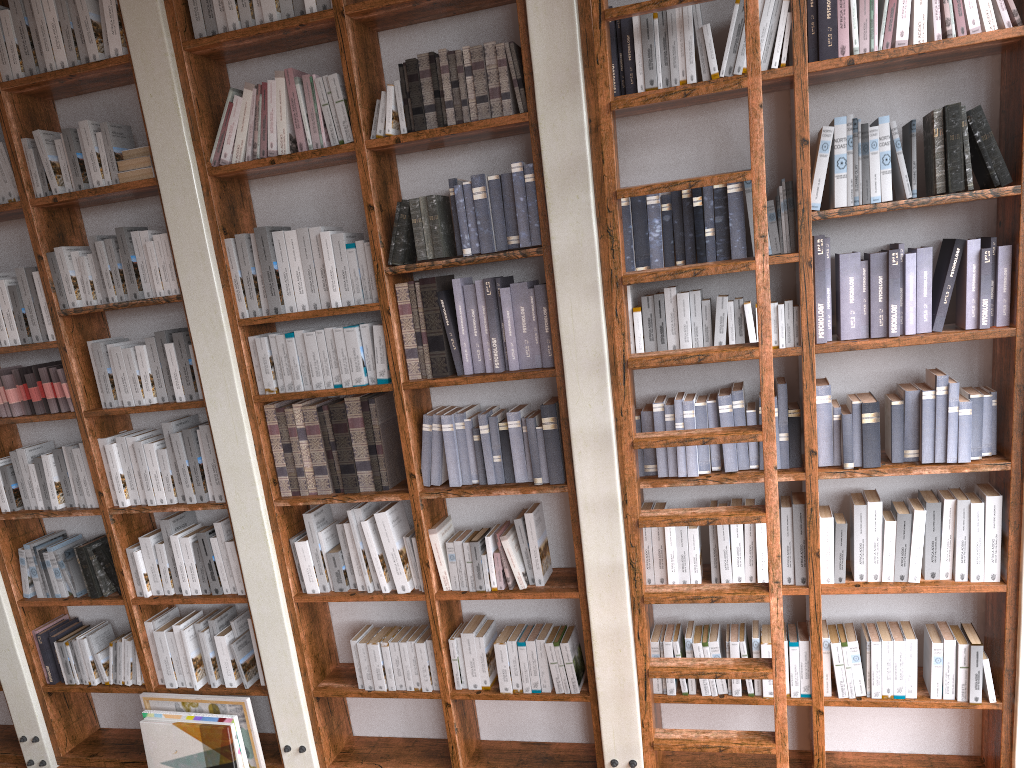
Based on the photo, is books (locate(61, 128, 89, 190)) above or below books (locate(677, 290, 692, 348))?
above

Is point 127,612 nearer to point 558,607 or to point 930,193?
point 558,607

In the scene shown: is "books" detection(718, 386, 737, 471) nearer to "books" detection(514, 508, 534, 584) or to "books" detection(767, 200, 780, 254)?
"books" detection(767, 200, 780, 254)

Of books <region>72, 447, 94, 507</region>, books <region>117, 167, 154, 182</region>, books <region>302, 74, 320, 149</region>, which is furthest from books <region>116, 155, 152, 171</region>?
books <region>72, 447, 94, 507</region>

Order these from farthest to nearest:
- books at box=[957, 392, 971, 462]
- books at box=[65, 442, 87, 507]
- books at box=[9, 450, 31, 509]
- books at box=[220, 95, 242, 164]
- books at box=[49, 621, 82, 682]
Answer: books at box=[49, 621, 82, 682]
books at box=[9, 450, 31, 509]
books at box=[65, 442, 87, 507]
books at box=[220, 95, 242, 164]
books at box=[957, 392, 971, 462]

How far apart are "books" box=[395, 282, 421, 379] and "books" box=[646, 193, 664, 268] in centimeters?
95cm

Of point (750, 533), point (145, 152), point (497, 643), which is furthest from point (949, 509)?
point (145, 152)

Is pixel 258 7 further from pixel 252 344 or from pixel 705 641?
pixel 705 641

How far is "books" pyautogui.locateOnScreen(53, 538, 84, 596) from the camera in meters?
4.0

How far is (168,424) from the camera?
3.7 meters
